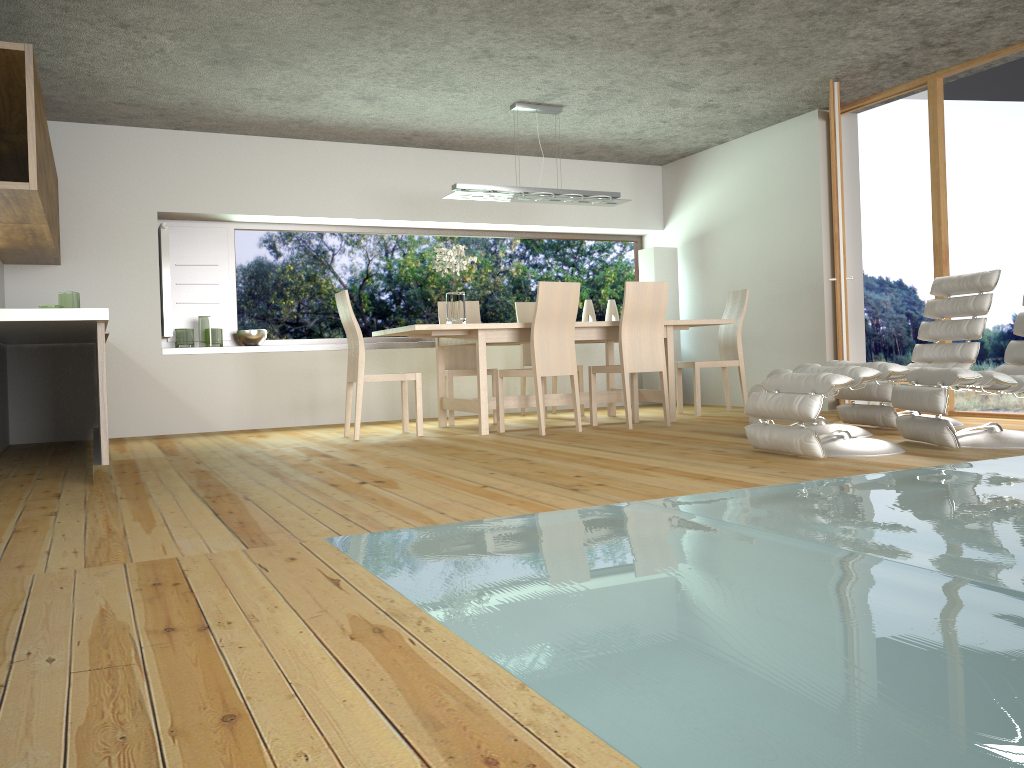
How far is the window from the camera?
7.84m

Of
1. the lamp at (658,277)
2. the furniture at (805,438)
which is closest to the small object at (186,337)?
the lamp at (658,277)

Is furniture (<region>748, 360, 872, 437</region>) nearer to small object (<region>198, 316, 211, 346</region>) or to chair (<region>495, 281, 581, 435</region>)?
chair (<region>495, 281, 581, 435</region>)

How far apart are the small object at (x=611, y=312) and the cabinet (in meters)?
4.82

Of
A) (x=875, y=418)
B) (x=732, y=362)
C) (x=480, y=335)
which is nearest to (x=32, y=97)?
(x=480, y=335)

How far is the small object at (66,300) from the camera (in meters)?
5.84

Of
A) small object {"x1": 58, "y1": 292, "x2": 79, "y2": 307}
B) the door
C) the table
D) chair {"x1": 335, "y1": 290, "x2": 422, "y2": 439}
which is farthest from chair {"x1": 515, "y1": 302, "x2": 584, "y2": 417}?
small object {"x1": 58, "y1": 292, "x2": 79, "y2": 307}

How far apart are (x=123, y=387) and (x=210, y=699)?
6.1m

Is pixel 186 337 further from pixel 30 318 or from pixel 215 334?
pixel 30 318

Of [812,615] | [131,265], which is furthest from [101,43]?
[812,615]
